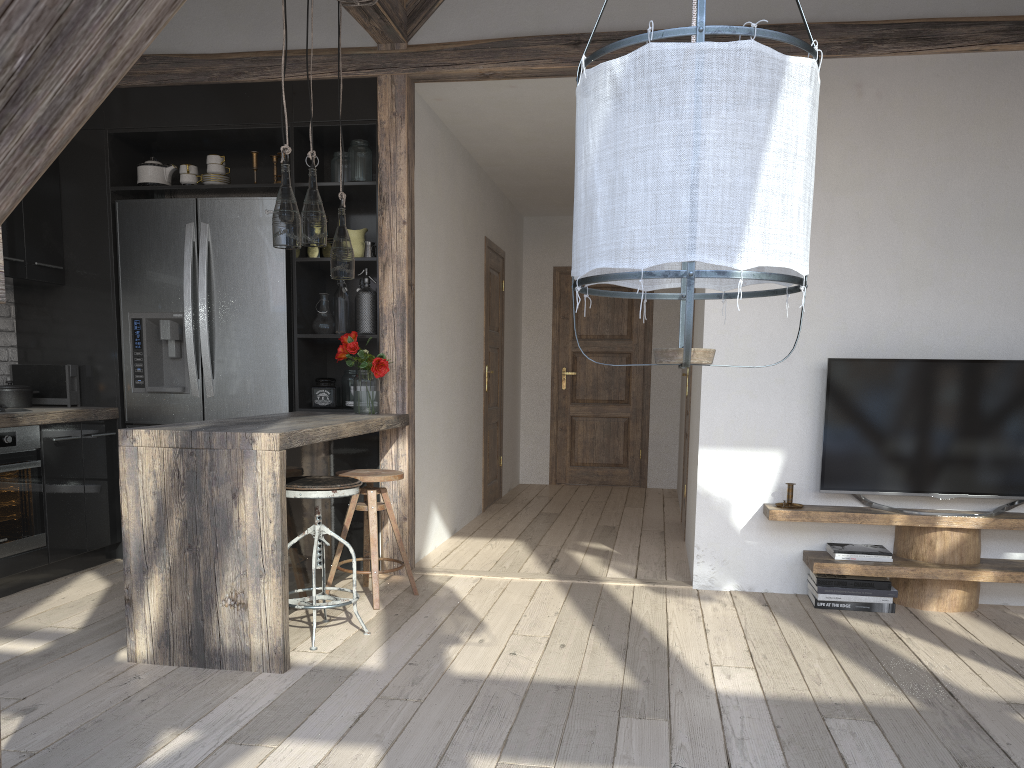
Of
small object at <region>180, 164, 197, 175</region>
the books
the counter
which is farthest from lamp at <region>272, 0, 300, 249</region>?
the books

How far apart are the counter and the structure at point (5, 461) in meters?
0.0 m

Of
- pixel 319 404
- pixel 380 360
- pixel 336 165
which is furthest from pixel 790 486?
pixel 336 165

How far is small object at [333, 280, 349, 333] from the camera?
4.67m

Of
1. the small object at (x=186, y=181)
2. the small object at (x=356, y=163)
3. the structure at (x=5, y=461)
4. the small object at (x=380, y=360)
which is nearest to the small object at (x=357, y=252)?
the small object at (x=356, y=163)

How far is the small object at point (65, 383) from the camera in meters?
4.7 m

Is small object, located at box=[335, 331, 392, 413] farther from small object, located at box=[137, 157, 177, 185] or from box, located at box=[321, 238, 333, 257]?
small object, located at box=[137, 157, 177, 185]

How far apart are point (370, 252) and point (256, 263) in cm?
61

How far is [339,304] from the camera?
4.67m

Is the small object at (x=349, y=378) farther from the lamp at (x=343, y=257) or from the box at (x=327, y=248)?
the lamp at (x=343, y=257)
